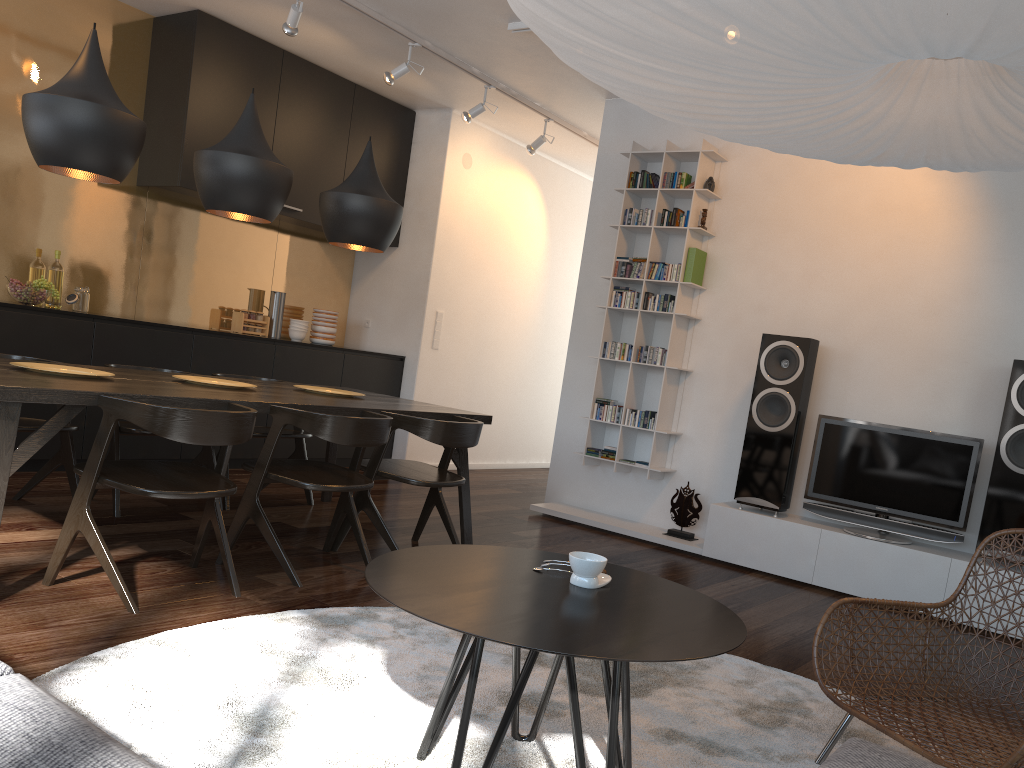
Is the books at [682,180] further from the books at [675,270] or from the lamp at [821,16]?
the lamp at [821,16]

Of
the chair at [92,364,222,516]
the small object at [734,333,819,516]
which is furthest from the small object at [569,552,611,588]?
the small object at [734,333,819,516]

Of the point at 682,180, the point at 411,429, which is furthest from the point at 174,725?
the point at 682,180

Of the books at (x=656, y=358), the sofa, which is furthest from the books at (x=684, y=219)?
the sofa

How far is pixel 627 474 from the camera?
5.8m

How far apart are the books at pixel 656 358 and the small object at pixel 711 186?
1.0 meters

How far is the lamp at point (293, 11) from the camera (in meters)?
4.74

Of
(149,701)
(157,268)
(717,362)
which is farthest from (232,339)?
(149,701)

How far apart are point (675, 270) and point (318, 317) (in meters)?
2.87

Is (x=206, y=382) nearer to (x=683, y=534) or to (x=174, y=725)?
(x=174, y=725)
